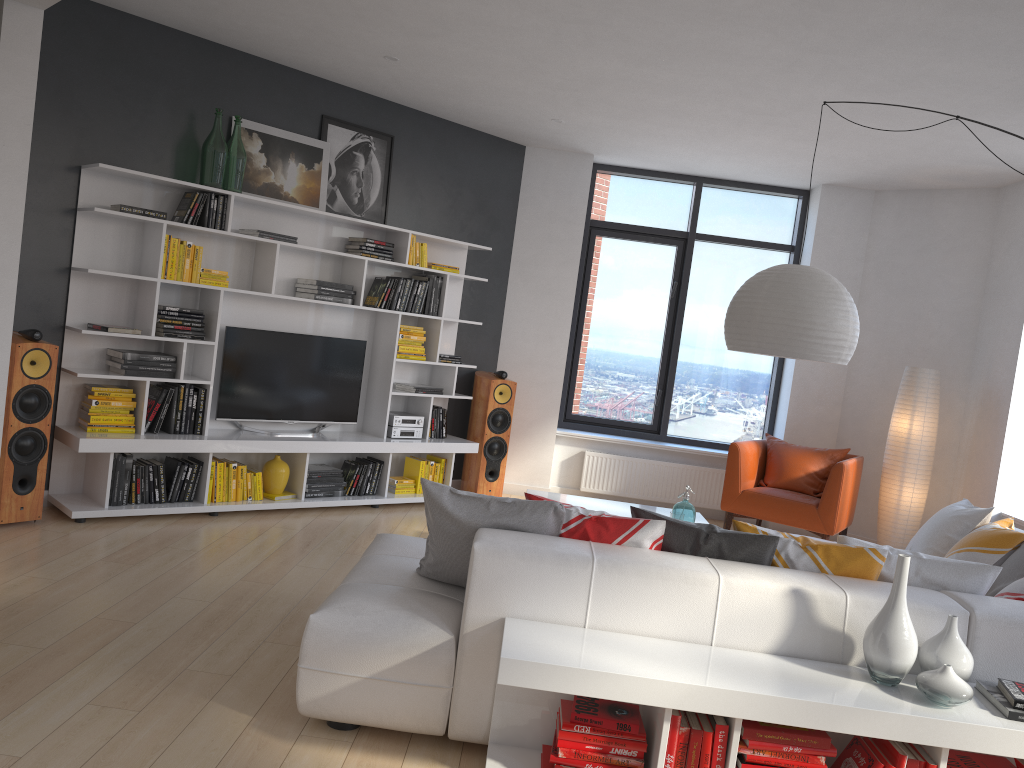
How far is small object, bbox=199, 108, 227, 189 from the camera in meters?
5.5 m

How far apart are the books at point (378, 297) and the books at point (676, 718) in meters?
4.4

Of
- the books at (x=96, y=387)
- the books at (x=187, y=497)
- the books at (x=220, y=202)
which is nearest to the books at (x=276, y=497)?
the books at (x=187, y=497)

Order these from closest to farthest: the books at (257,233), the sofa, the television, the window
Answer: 1. the sofa
2. the books at (257,233)
3. the television
4. the window

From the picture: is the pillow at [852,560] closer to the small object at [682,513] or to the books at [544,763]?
the books at [544,763]

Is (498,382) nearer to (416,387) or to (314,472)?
(416,387)

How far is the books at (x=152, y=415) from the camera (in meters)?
5.45

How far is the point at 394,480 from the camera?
6.73m

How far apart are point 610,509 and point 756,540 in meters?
2.2

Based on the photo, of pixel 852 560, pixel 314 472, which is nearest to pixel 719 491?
pixel 314 472
